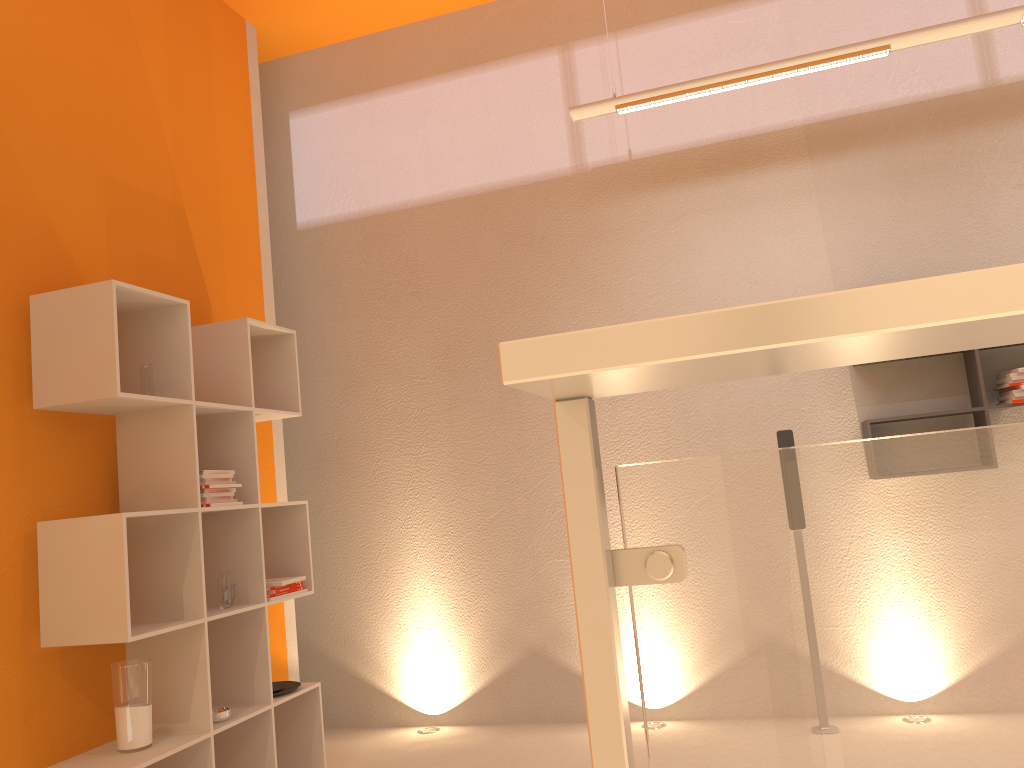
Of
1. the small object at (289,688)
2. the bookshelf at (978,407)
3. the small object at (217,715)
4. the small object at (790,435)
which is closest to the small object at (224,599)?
the small object at (217,715)

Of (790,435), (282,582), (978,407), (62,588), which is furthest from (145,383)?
(978,407)

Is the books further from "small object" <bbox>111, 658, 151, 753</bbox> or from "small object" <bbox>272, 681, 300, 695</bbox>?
"small object" <bbox>111, 658, 151, 753</bbox>

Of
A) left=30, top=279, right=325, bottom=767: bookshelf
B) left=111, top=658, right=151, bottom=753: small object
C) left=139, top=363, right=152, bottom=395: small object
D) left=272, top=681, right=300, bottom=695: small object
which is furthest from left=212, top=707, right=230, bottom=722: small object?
left=139, top=363, right=152, bottom=395: small object

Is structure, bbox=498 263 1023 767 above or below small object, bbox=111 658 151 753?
above

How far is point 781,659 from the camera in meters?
0.7 m

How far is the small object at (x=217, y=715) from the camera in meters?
3.3 m

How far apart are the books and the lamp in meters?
Result: 2.4 m

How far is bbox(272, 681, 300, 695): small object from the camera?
3.82m

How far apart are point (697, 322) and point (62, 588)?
2.95m
